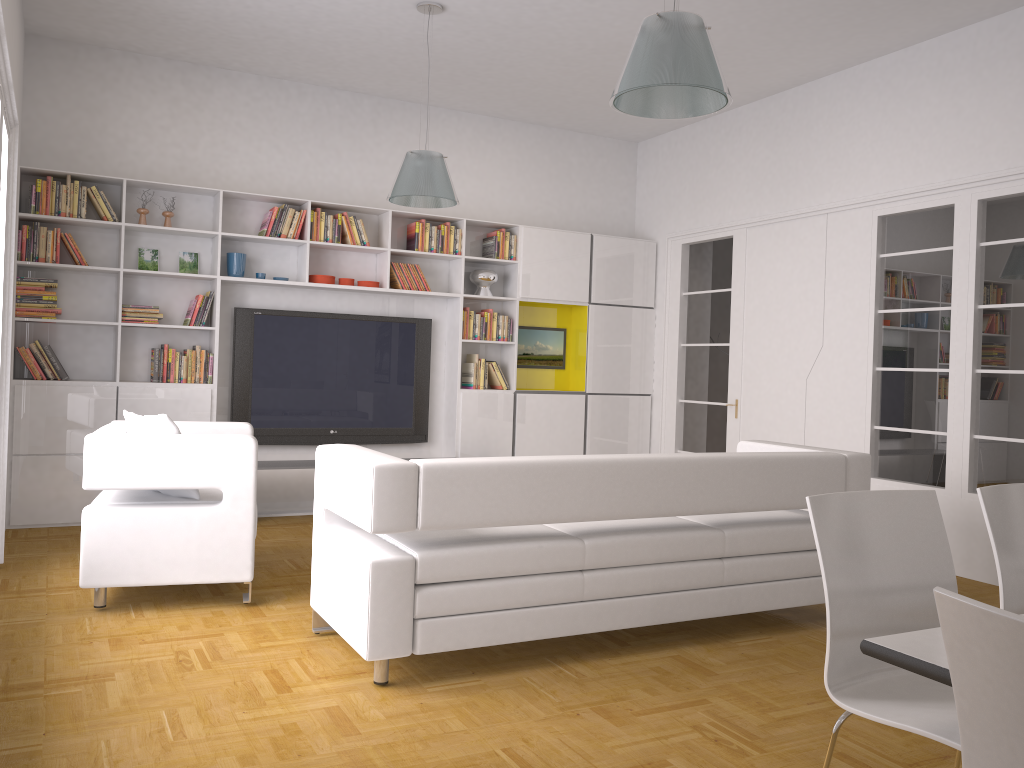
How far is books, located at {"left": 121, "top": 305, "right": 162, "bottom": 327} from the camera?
6.4m

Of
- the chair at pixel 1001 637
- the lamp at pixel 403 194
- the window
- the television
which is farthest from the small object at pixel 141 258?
the chair at pixel 1001 637

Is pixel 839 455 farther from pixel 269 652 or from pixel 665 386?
pixel 665 386

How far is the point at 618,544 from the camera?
3.8 meters

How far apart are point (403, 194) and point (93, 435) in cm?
229

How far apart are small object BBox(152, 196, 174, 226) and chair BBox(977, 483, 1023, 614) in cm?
584

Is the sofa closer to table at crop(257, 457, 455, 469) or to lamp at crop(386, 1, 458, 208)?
lamp at crop(386, 1, 458, 208)

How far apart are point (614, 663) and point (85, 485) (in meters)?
2.54

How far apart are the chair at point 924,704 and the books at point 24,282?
5.68m

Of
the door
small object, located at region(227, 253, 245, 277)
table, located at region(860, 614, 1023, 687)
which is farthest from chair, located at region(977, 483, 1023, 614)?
small object, located at region(227, 253, 245, 277)
